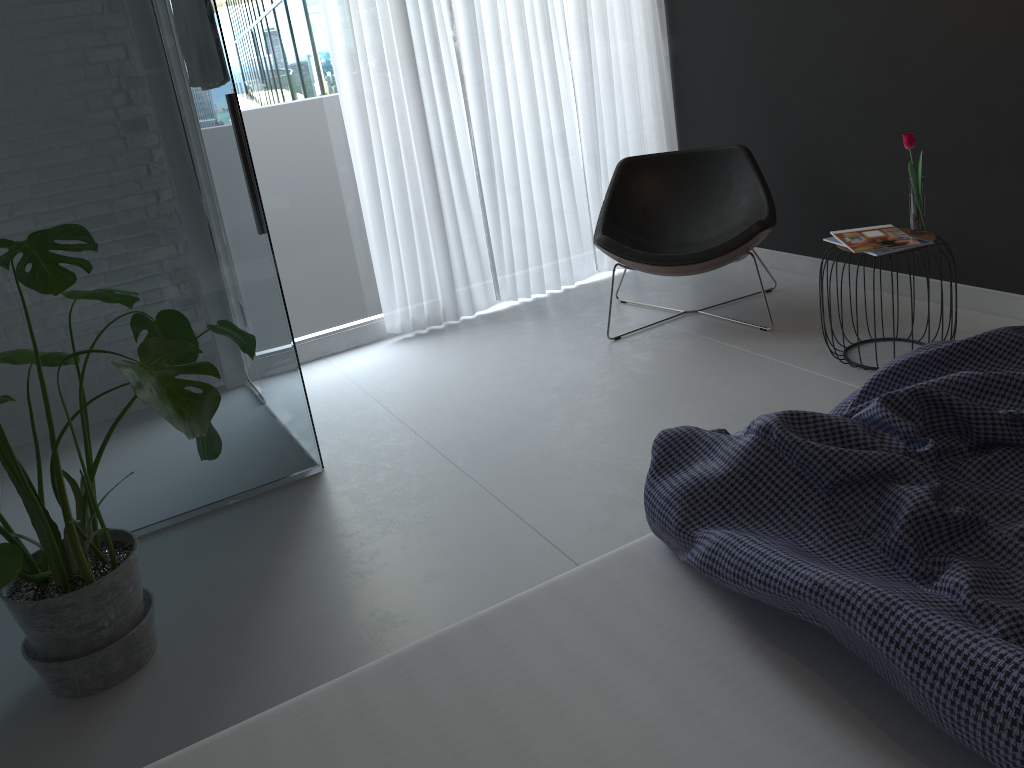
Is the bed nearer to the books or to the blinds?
the books

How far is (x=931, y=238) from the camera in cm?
300

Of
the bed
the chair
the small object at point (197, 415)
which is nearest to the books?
the chair

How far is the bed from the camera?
1.07m

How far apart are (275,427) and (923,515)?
2.18m

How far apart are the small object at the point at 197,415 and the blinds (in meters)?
1.71

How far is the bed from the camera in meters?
1.1 m

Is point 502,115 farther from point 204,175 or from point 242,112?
point 204,175

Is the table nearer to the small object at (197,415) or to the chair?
the chair

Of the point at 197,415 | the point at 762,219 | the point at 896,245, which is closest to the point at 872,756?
the point at 197,415
